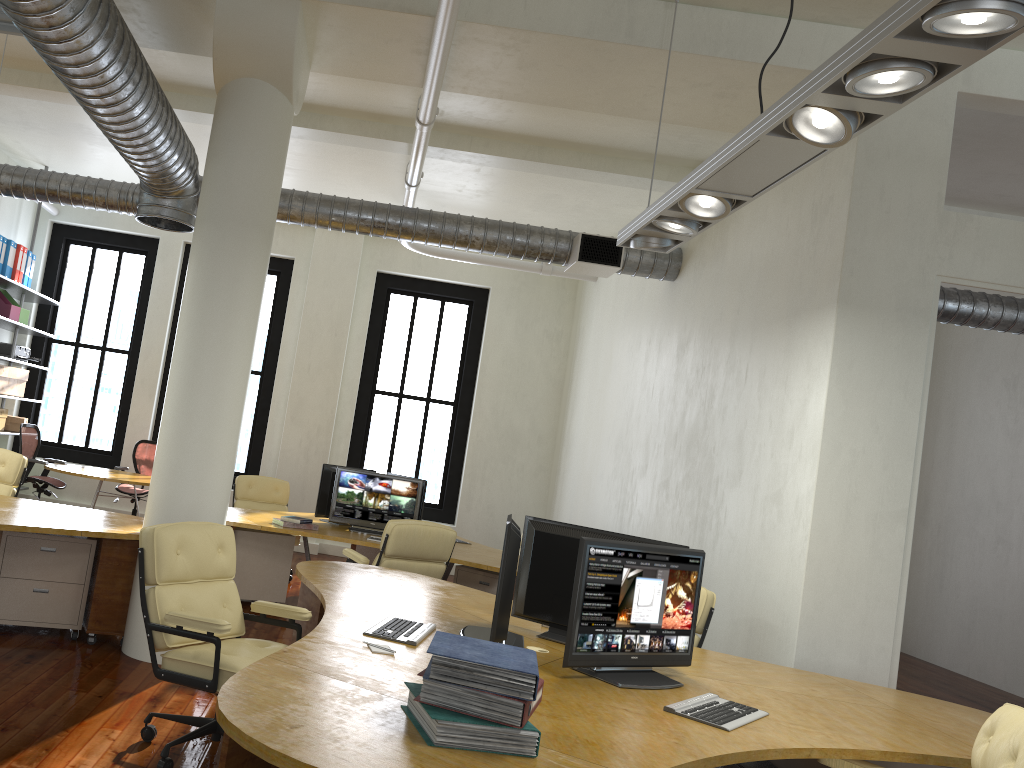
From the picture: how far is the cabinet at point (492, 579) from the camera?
7.27m

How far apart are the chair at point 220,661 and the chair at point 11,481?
3.4 meters

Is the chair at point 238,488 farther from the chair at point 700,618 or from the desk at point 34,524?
the chair at point 700,618

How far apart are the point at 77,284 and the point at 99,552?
13.1 meters

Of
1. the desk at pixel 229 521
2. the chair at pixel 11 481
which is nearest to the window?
the desk at pixel 229 521

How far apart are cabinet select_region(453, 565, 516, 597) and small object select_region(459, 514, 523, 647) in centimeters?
325cm

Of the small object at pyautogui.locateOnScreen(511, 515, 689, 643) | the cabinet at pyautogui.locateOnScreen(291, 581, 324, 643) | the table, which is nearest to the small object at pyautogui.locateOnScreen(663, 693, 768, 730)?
the small object at pyautogui.locateOnScreen(511, 515, 689, 643)

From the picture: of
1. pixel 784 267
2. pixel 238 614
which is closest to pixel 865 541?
pixel 784 267

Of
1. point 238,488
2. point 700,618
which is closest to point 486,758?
point 700,618

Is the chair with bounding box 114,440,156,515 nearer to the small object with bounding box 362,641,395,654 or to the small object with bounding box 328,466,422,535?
the small object with bounding box 328,466,422,535
